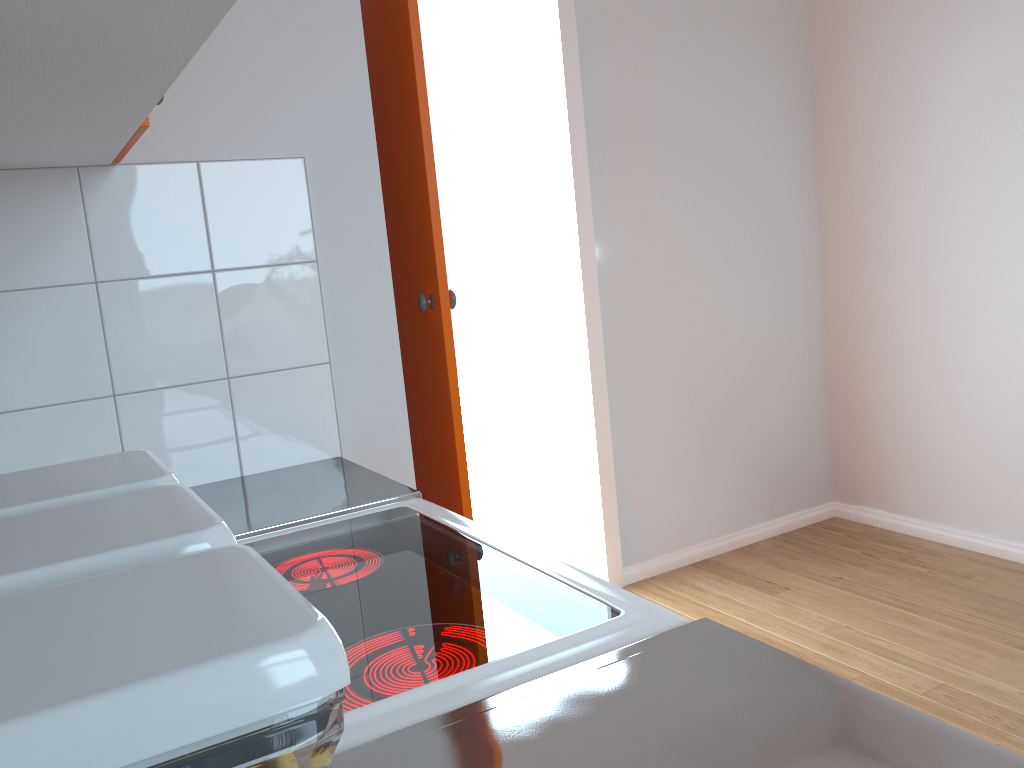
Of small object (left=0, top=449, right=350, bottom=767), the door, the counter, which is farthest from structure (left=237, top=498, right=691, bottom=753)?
the door

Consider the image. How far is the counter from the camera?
0.6 meters

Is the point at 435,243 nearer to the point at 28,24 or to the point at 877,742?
the point at 28,24

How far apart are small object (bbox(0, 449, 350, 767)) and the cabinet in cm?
38

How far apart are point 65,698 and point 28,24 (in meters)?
0.65

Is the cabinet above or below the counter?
above

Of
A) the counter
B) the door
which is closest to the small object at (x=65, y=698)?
the counter

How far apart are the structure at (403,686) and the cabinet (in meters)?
0.55

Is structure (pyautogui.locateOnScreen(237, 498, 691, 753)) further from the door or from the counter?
the door

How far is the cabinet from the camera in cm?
66
